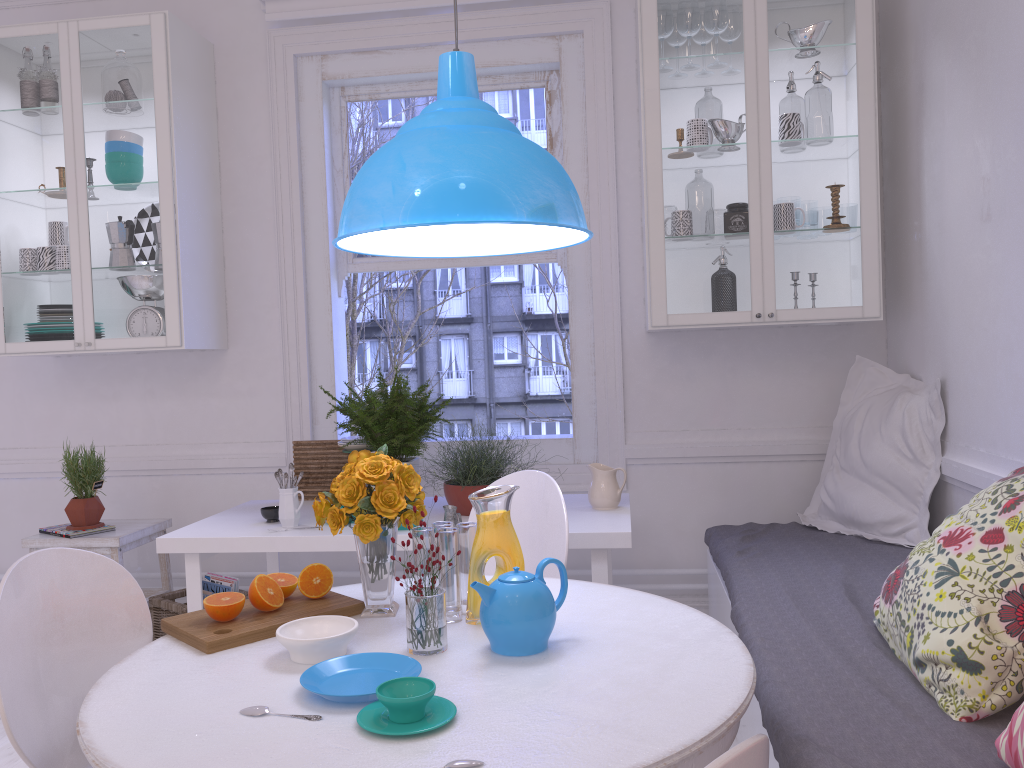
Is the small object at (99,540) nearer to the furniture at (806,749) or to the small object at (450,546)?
the small object at (450,546)

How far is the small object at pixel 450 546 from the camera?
1.8 meters

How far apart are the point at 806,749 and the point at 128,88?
3.30m

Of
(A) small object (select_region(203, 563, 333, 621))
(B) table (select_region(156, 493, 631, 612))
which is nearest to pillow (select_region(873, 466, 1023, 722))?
(B) table (select_region(156, 493, 631, 612))

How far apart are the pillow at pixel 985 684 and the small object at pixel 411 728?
0.9m

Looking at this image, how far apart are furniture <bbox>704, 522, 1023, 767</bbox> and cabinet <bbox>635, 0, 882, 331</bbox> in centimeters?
75cm

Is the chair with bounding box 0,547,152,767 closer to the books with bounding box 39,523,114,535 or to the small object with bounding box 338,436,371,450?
the small object with bounding box 338,436,371,450

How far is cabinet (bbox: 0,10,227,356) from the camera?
3.5 meters

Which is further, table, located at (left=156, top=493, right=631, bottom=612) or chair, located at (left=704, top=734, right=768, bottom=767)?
table, located at (left=156, top=493, right=631, bottom=612)

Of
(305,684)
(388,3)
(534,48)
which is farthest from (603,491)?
(388,3)
